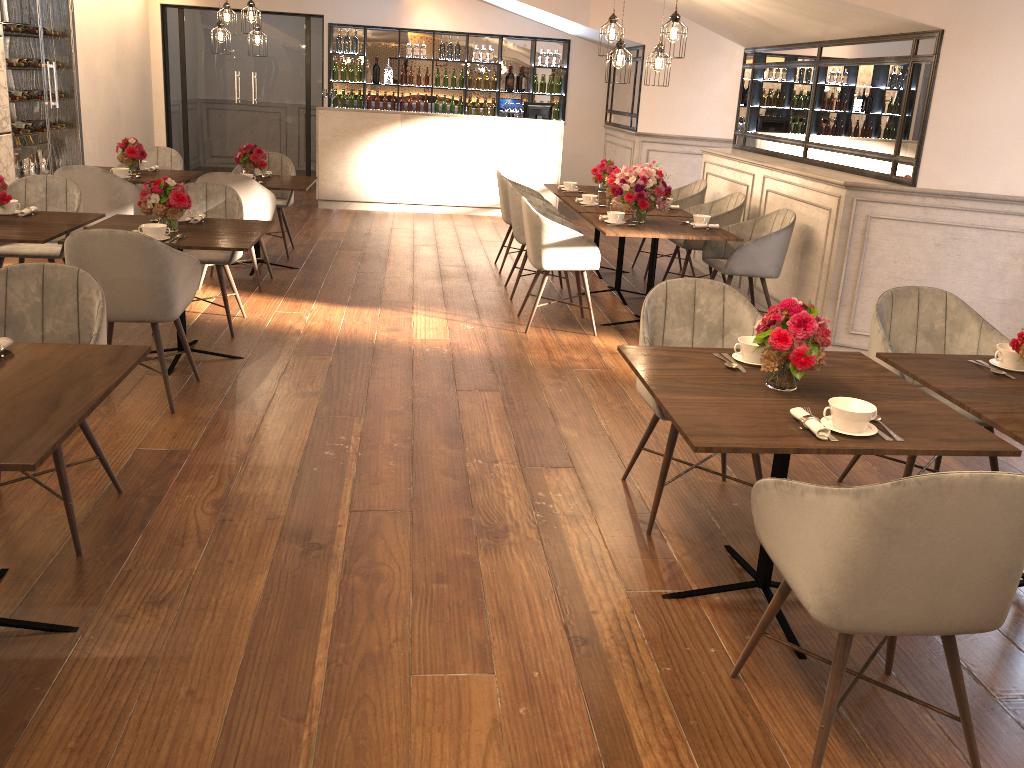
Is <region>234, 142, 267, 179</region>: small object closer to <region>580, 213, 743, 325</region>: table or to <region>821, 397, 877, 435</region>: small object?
<region>580, 213, 743, 325</region>: table

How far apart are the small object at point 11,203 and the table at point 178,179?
1.8 meters

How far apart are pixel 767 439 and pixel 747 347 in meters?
0.7

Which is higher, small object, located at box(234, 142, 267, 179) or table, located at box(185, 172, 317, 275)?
small object, located at box(234, 142, 267, 179)

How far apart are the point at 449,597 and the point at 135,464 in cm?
158

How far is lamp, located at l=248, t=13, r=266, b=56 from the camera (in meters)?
8.46

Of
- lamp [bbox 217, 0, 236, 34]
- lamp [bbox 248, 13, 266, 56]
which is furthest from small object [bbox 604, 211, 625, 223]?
lamp [bbox 217, 0, 236, 34]

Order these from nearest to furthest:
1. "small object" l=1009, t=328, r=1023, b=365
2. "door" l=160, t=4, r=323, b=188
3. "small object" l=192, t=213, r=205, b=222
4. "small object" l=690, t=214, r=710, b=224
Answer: "small object" l=1009, t=328, r=1023, b=365
"small object" l=192, t=213, r=205, b=222
"small object" l=690, t=214, r=710, b=224
"door" l=160, t=4, r=323, b=188

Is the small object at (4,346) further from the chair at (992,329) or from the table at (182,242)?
the chair at (992,329)

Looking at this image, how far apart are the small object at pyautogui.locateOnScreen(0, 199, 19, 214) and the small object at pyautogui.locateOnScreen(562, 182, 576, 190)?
4.3 meters
